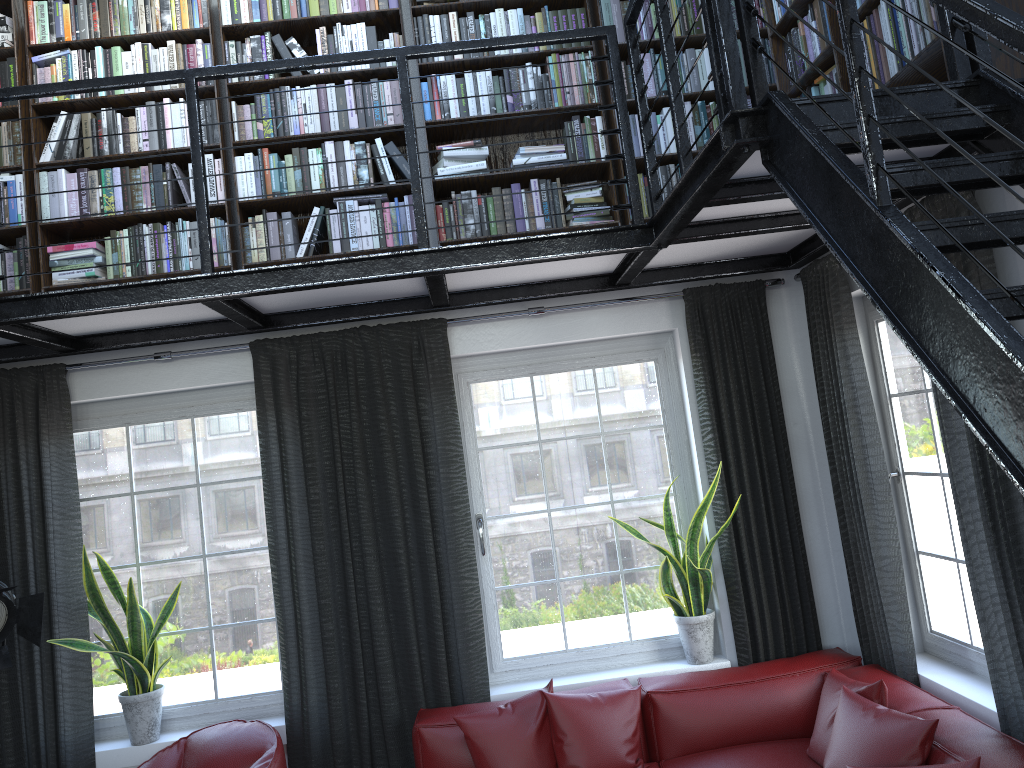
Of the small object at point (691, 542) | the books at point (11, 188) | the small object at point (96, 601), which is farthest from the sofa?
the books at point (11, 188)

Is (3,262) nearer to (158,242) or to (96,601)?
(158,242)

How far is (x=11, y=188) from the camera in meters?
4.0 m

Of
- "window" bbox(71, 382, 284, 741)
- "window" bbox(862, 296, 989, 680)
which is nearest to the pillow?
"window" bbox(862, 296, 989, 680)

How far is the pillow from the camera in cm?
297

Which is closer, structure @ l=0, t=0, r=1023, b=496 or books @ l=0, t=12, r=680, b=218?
structure @ l=0, t=0, r=1023, b=496

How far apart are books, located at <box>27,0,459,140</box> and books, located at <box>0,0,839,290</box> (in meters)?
0.46

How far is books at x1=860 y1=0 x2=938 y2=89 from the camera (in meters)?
2.57

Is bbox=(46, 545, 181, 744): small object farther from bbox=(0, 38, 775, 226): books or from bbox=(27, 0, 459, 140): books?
bbox=(27, 0, 459, 140): books

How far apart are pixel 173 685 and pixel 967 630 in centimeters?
358cm
